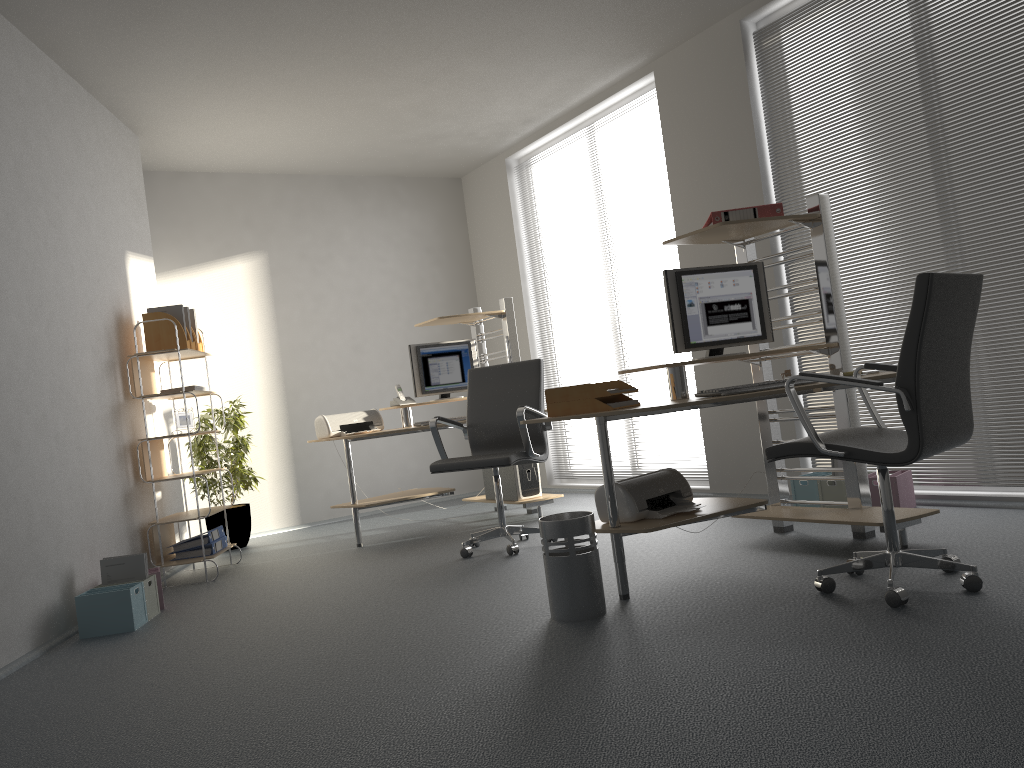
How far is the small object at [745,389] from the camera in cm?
339

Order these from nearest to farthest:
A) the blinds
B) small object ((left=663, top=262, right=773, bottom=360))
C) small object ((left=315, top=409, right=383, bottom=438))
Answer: small object ((left=663, top=262, right=773, bottom=360)) → the blinds → small object ((left=315, top=409, right=383, bottom=438))

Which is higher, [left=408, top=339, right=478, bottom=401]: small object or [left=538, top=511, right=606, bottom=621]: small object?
[left=408, top=339, right=478, bottom=401]: small object

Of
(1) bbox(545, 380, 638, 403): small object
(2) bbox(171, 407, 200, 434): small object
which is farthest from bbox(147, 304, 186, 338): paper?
(1) bbox(545, 380, 638, 403): small object

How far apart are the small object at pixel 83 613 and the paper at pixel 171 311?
1.9m

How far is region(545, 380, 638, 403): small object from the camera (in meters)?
3.48

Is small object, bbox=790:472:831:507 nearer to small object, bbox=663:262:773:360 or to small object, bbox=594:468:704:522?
small object, bbox=663:262:773:360

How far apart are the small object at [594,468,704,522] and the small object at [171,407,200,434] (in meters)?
3.03

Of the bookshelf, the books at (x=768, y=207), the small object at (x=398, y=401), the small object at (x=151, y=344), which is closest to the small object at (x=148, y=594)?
the bookshelf

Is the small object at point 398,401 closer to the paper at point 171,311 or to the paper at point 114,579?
the paper at point 171,311
